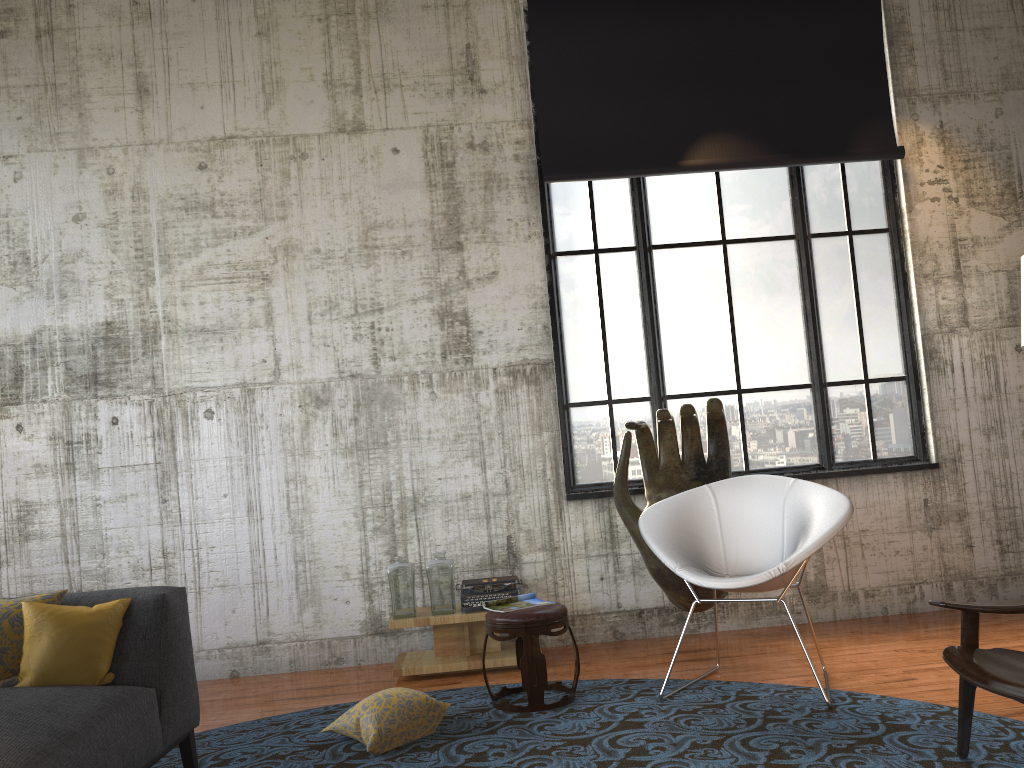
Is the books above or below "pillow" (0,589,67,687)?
below

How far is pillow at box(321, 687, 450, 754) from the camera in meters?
3.8

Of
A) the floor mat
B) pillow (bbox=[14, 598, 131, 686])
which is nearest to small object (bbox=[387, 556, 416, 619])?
the floor mat

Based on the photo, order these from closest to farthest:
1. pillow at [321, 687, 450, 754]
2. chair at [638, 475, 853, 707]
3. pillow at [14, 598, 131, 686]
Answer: pillow at [14, 598, 131, 686], pillow at [321, 687, 450, 754], chair at [638, 475, 853, 707]

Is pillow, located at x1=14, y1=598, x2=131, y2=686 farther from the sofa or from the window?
the window

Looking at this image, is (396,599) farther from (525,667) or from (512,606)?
(525,667)

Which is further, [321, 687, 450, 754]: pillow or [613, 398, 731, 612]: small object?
[613, 398, 731, 612]: small object

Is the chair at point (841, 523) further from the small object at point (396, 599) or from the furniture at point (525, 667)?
the small object at point (396, 599)

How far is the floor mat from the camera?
3.3 meters

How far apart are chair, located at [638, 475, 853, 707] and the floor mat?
0.5m
